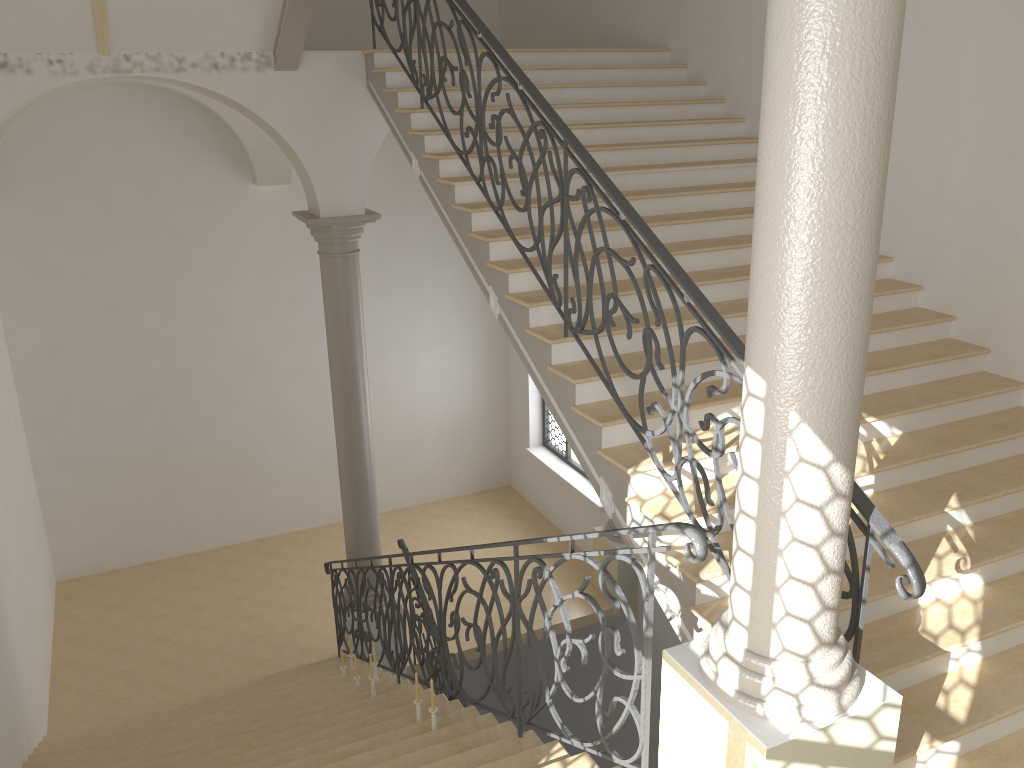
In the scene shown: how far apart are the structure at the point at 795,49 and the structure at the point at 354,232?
5.8 meters

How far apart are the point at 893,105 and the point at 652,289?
1.9 meters

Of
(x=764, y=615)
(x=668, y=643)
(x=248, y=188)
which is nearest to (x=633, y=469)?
(x=764, y=615)

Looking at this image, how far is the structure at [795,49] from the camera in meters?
2.5 m

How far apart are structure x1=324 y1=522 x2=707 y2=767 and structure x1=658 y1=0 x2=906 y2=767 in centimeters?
7cm

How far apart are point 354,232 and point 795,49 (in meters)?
6.28

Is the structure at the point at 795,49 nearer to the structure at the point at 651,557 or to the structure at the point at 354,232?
the structure at the point at 651,557

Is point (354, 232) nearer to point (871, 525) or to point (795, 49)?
point (871, 525)

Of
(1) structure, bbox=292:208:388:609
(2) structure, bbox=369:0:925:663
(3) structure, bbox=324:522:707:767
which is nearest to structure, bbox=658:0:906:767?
(3) structure, bbox=324:522:707:767

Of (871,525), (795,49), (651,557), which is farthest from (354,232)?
(795,49)
